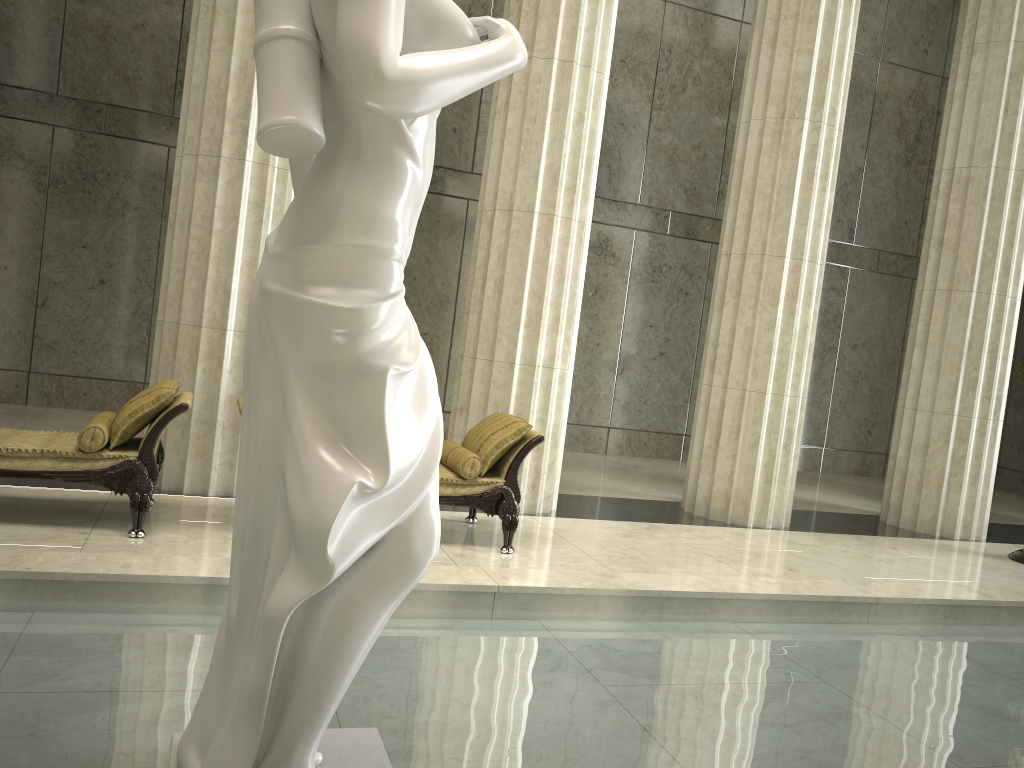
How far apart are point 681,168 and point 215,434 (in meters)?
8.67

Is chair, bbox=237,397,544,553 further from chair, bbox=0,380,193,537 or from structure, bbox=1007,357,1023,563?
structure, bbox=1007,357,1023,563

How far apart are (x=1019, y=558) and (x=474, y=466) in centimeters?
580cm

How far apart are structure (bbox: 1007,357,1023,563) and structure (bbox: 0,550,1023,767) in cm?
337

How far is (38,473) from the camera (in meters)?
5.44

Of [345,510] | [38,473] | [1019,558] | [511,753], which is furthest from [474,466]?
[1019,558]

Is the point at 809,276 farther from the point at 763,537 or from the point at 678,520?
the point at 678,520

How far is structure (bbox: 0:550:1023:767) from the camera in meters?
2.9

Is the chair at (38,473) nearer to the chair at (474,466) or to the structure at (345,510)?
the chair at (474,466)

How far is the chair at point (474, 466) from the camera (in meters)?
6.31
